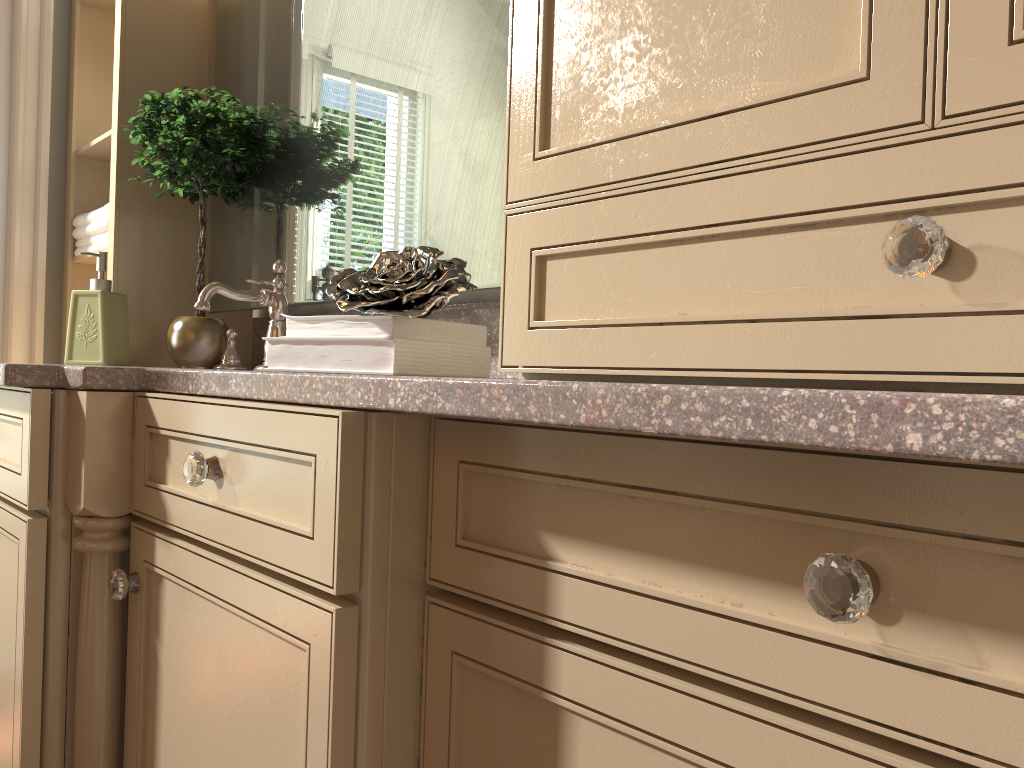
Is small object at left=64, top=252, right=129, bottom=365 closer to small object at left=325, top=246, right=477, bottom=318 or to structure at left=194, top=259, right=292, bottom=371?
structure at left=194, top=259, right=292, bottom=371

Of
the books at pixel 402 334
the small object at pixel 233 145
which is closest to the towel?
the small object at pixel 233 145

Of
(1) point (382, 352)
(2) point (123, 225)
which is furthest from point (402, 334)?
(2) point (123, 225)

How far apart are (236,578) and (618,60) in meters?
0.6

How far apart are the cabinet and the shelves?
0.74m

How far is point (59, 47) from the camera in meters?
2.2

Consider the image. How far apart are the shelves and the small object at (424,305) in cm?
106

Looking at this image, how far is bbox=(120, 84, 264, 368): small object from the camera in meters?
1.7

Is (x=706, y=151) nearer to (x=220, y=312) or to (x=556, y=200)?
(x=556, y=200)

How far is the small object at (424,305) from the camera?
1.0 meters
